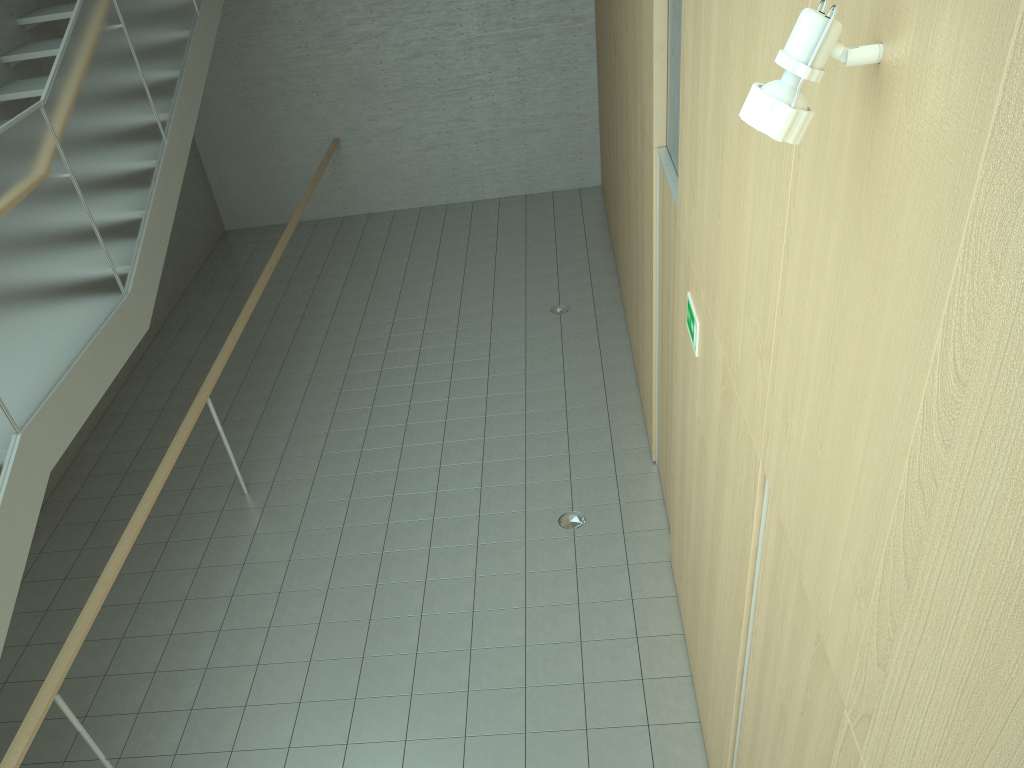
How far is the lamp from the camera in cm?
152

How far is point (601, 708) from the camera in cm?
430

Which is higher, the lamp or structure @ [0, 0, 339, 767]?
the lamp

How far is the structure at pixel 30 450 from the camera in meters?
4.1

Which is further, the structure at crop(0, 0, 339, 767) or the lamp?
the structure at crop(0, 0, 339, 767)

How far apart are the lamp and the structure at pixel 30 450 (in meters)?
3.61

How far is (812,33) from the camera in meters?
1.5

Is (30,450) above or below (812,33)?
below

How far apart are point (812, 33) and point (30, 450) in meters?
4.0 m

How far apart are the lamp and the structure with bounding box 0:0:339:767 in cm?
361
